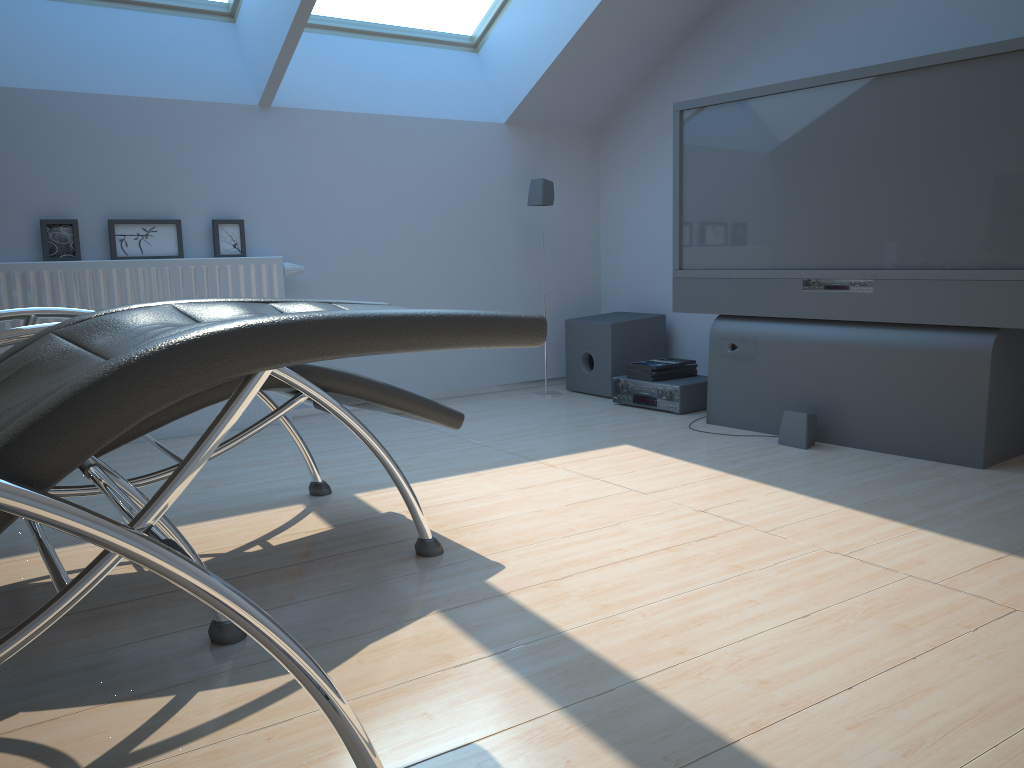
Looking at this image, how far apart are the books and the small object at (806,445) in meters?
0.9

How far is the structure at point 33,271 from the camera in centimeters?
361cm

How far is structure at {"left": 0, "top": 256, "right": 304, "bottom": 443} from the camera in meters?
3.6 m

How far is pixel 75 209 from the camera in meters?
3.8 m

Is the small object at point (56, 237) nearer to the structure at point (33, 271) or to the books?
the structure at point (33, 271)

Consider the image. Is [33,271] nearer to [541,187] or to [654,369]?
[541,187]

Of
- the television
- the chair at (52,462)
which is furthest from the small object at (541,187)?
the chair at (52,462)

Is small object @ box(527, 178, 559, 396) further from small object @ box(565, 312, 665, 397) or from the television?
the television

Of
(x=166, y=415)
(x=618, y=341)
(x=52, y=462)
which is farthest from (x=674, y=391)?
(x=52, y=462)

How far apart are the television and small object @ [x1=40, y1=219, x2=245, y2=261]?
2.0 meters
